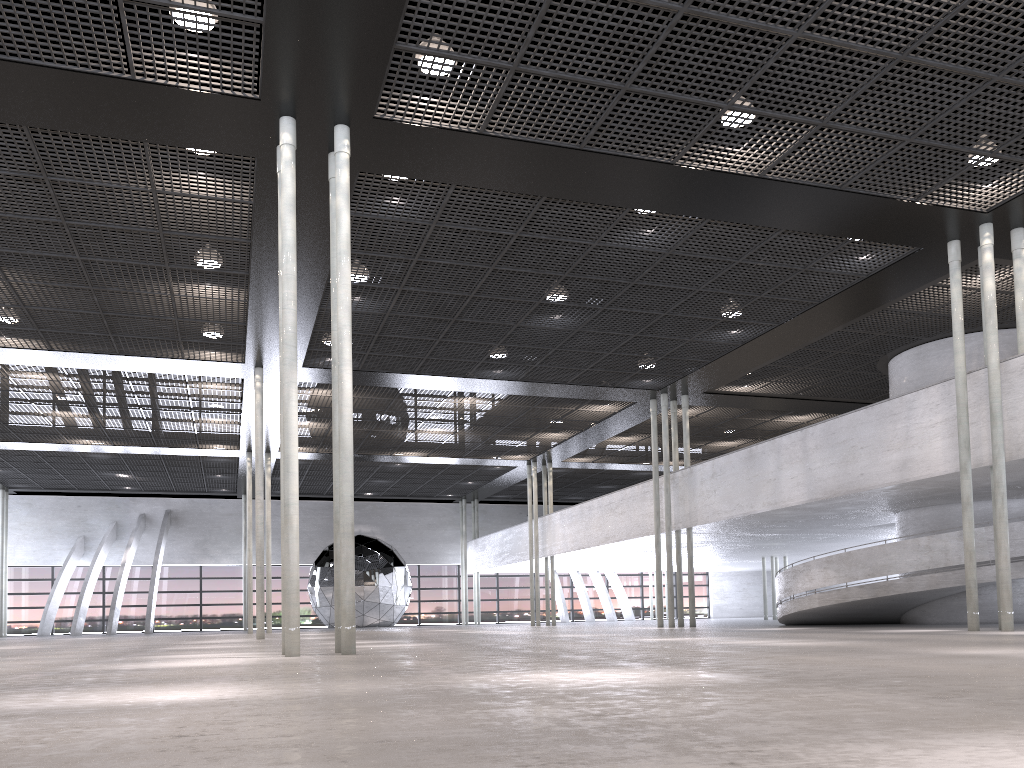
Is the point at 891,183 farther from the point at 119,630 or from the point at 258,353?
the point at 119,630
